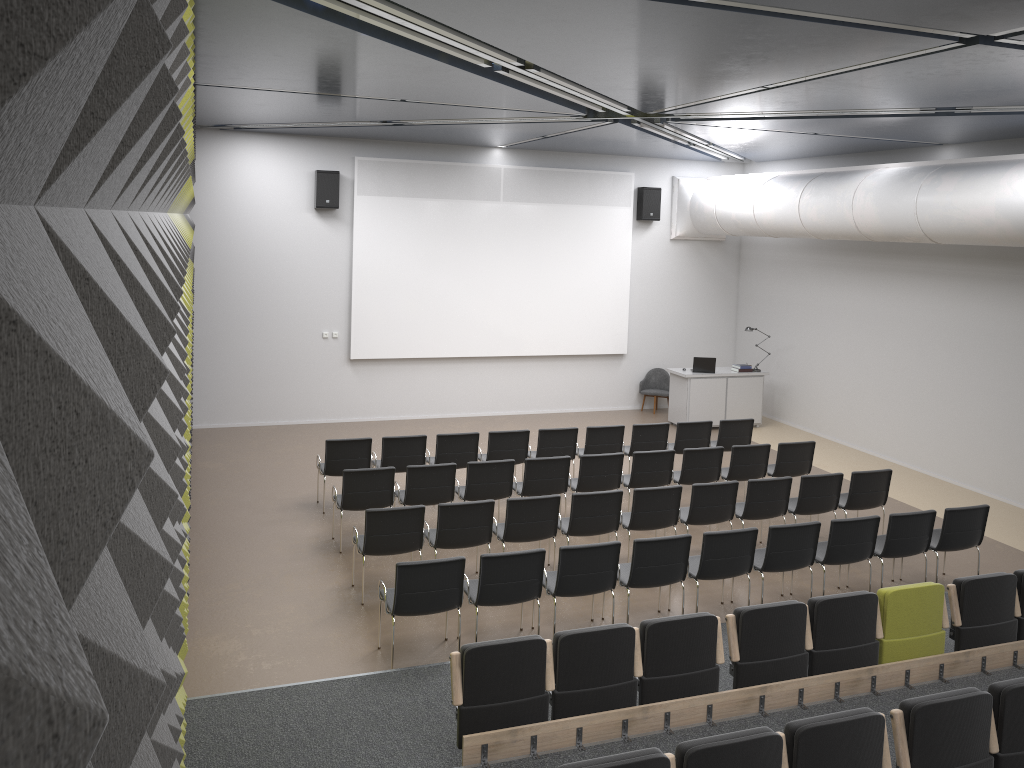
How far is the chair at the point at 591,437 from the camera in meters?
11.6 m

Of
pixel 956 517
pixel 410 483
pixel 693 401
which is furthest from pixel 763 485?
pixel 693 401

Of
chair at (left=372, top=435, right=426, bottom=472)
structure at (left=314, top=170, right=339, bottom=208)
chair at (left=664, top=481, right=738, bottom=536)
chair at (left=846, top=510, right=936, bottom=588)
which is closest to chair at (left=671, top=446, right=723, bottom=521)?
chair at (left=664, top=481, right=738, bottom=536)

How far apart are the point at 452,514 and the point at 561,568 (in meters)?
1.41

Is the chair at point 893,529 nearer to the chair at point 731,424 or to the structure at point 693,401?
the chair at point 731,424

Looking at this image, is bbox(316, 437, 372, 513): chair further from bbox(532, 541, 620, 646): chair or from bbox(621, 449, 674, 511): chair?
bbox(532, 541, 620, 646): chair

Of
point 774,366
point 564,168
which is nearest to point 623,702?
point 564,168

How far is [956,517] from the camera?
8.7 meters

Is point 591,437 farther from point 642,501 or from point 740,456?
point 642,501

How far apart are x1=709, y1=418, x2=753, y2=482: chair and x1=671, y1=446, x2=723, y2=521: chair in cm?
145
